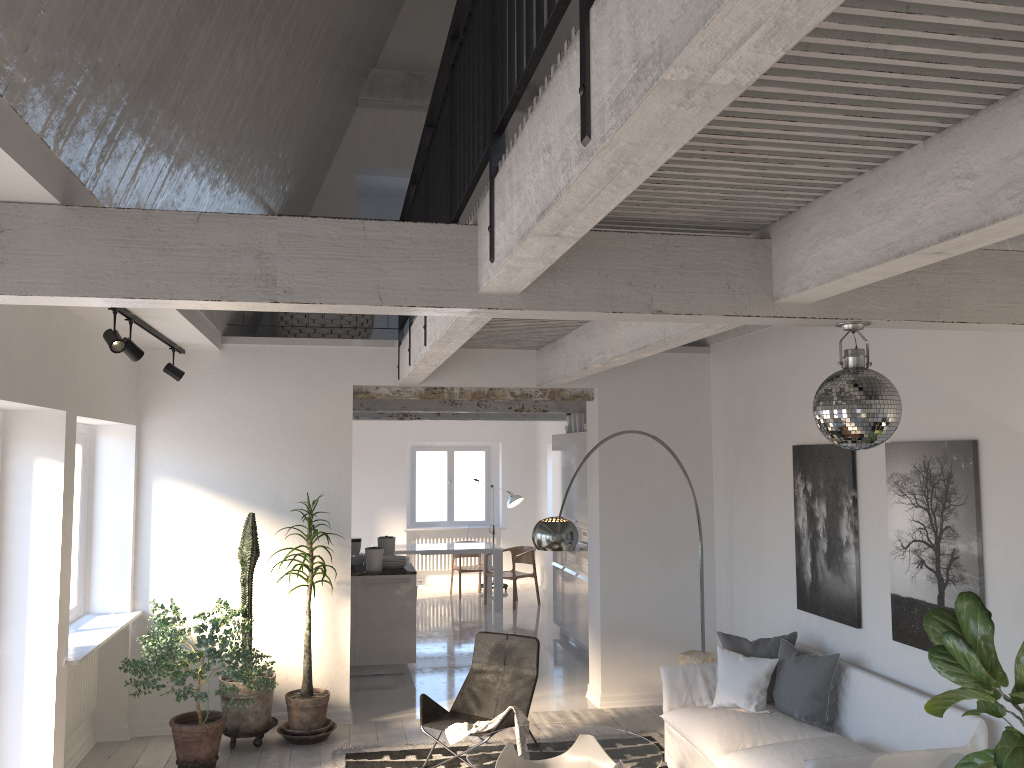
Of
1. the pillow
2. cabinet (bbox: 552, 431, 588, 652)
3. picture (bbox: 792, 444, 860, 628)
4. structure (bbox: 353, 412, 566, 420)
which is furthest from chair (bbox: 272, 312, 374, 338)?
the pillow

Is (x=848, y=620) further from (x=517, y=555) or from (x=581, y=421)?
(x=517, y=555)

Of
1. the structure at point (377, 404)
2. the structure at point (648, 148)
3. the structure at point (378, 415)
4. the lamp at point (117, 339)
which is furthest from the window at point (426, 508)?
the lamp at point (117, 339)

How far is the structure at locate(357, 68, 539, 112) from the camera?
9.1m

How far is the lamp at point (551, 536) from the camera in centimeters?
594cm

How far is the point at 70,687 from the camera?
6.0m

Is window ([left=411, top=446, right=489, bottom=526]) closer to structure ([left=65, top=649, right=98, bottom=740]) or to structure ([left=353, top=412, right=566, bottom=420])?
structure ([left=353, top=412, right=566, bottom=420])

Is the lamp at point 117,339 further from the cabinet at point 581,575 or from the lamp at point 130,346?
the cabinet at point 581,575

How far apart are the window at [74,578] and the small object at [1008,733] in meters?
5.6

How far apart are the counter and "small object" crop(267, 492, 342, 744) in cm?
179
